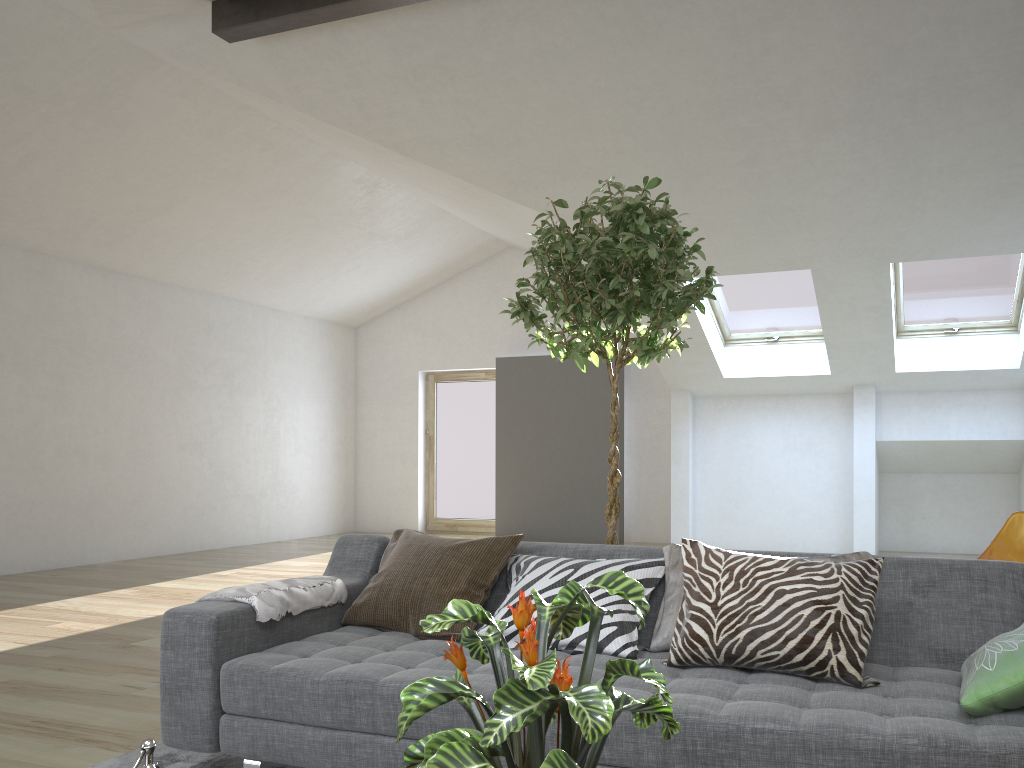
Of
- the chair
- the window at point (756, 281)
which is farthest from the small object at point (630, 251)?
the window at point (756, 281)

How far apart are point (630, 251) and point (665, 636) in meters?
1.3

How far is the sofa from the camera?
1.88m

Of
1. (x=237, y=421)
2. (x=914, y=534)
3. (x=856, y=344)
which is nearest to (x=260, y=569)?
(x=237, y=421)

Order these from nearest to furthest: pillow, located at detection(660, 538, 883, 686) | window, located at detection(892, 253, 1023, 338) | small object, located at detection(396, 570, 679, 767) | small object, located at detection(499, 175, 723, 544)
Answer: small object, located at detection(396, 570, 679, 767)
pillow, located at detection(660, 538, 883, 686)
small object, located at detection(499, 175, 723, 544)
window, located at detection(892, 253, 1023, 338)

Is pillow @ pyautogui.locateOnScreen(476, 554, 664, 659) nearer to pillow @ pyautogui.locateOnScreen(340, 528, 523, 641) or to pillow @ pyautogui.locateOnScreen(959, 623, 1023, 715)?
pillow @ pyautogui.locateOnScreen(340, 528, 523, 641)

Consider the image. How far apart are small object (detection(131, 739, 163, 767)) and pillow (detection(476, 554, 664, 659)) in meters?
1.4 m

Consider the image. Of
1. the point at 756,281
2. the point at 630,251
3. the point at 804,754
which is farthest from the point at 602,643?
the point at 756,281

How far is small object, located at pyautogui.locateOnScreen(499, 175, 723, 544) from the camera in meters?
3.0

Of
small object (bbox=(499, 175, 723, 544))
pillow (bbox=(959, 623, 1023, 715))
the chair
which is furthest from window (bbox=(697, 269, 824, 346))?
pillow (bbox=(959, 623, 1023, 715))
